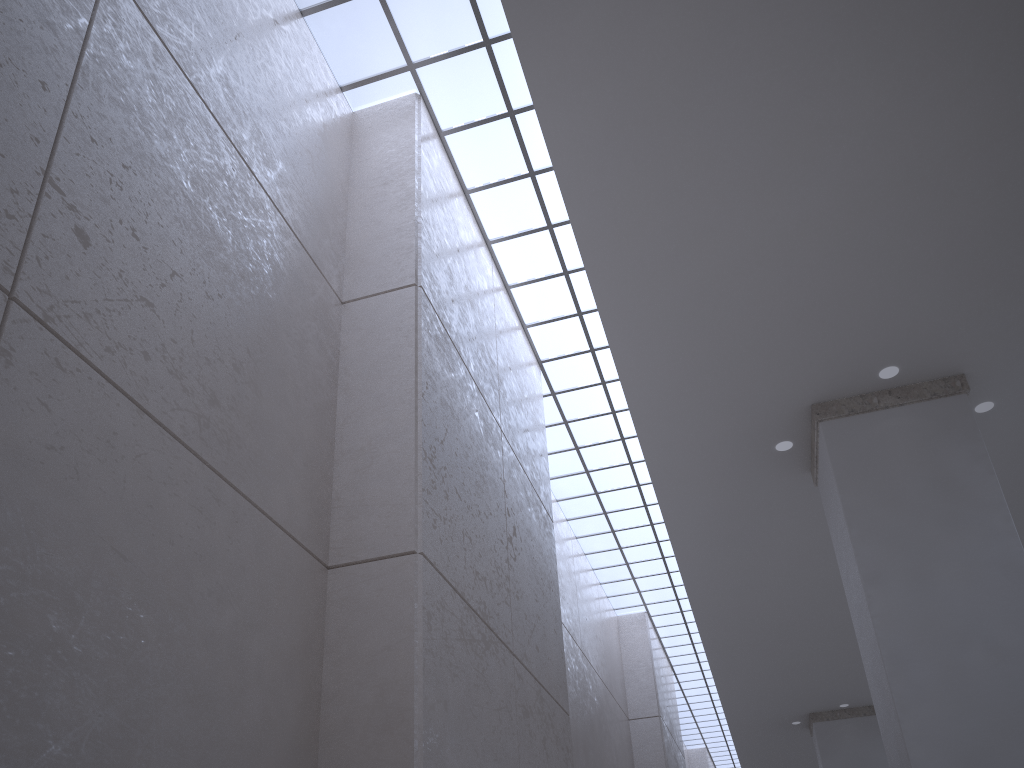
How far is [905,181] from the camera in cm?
1659
